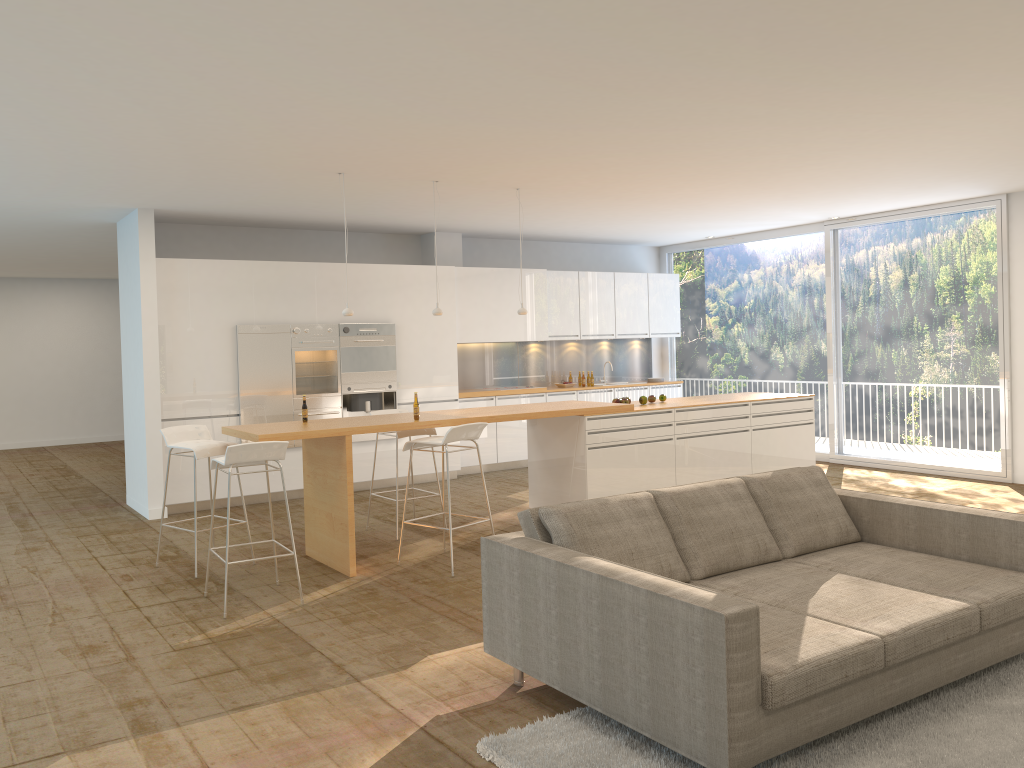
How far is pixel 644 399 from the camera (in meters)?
8.24

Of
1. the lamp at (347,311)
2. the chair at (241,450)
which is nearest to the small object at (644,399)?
the lamp at (347,311)

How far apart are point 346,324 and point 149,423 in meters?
2.3 m

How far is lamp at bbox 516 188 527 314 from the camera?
8.0 meters

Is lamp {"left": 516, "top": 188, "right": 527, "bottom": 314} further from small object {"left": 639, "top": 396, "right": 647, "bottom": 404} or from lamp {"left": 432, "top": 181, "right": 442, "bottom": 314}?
small object {"left": 639, "top": 396, "right": 647, "bottom": 404}

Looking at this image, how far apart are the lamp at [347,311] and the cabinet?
2.6 meters

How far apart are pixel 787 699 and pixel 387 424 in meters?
3.8

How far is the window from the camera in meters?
9.5

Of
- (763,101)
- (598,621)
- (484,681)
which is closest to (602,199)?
(763,101)

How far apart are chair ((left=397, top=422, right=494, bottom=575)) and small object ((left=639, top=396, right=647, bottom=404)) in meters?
2.3
